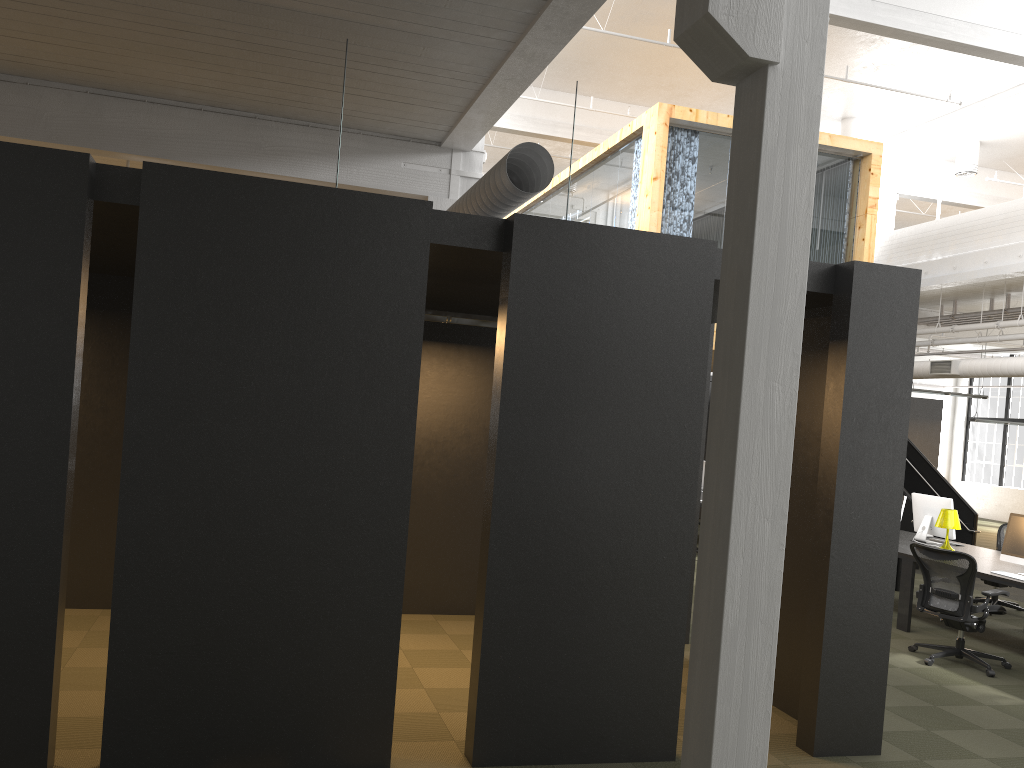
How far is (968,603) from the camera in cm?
728

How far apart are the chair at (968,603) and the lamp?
1.6m

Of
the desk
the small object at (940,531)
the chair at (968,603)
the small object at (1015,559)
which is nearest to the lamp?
the desk

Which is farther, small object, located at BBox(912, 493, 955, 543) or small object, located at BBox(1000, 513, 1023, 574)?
small object, located at BBox(912, 493, 955, 543)

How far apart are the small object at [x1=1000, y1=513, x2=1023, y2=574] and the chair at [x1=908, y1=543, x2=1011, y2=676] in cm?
72

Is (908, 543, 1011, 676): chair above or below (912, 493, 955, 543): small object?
below

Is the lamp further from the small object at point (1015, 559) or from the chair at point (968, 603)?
the chair at point (968, 603)

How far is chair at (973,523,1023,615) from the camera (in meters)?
10.11

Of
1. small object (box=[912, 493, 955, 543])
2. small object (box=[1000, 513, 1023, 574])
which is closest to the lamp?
small object (box=[912, 493, 955, 543])

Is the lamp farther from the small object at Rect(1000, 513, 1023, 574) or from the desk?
the small object at Rect(1000, 513, 1023, 574)
